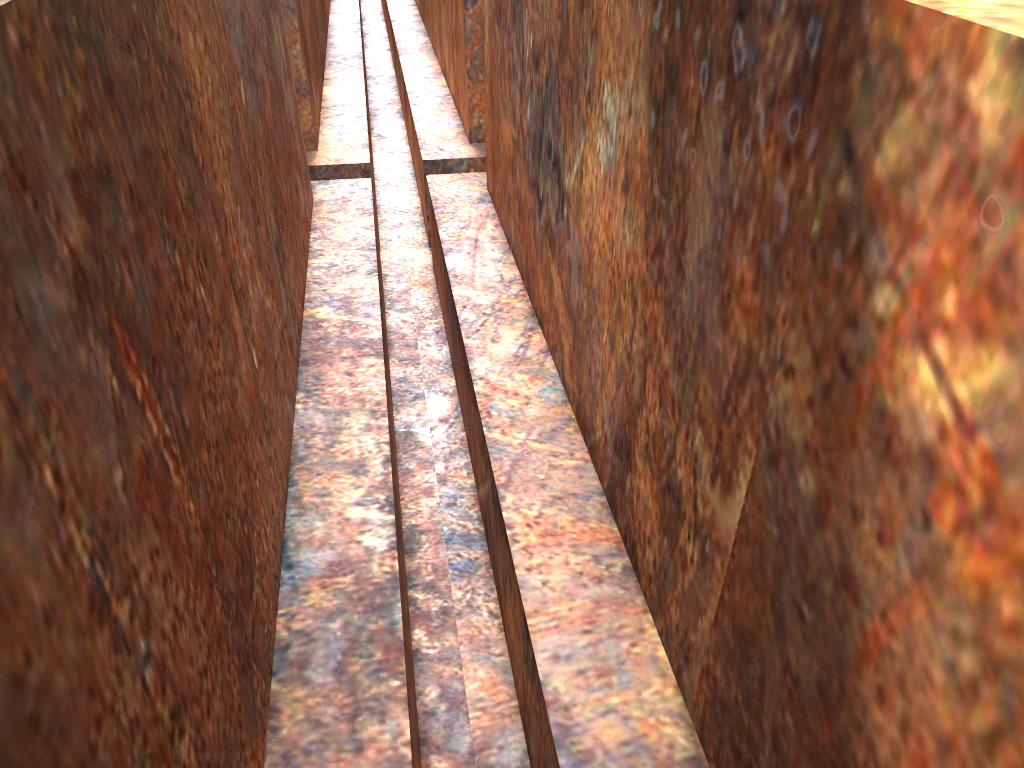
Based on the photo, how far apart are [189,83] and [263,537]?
1.1 meters

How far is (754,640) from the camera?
1.4m

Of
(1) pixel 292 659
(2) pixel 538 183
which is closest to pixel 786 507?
(1) pixel 292 659
